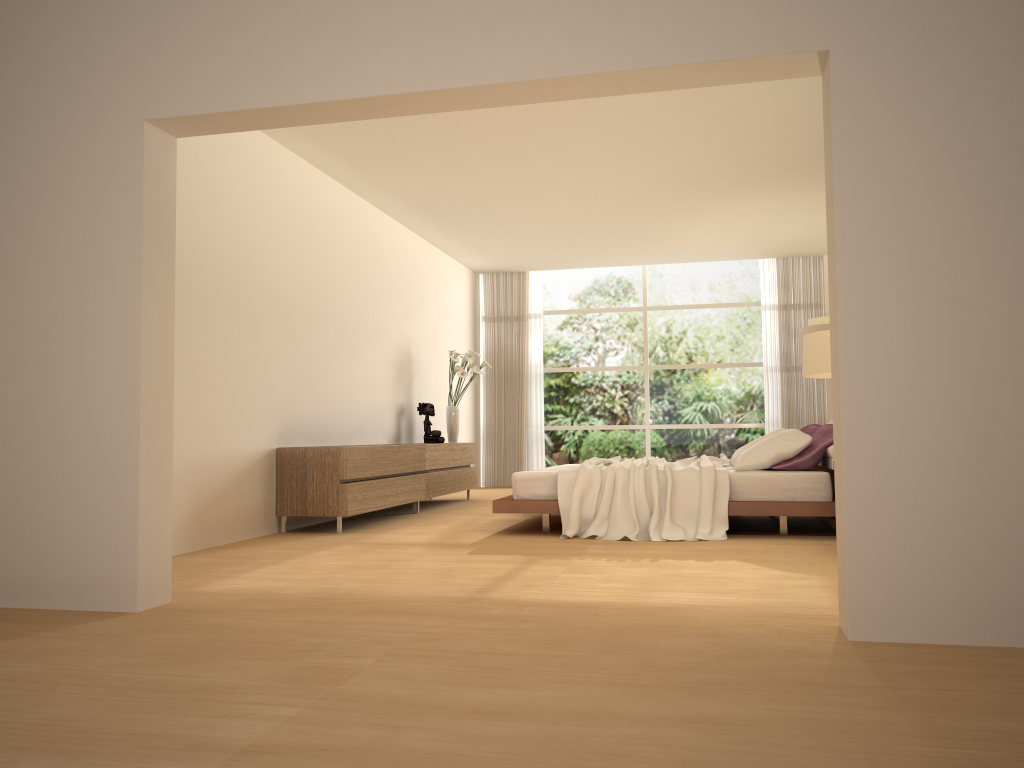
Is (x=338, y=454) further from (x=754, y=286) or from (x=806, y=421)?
(x=754, y=286)

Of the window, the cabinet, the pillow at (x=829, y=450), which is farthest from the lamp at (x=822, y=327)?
the cabinet

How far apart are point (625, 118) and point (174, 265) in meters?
3.8

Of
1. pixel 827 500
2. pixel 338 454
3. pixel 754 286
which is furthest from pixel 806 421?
pixel 338 454

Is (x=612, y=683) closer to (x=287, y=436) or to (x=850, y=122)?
(x=850, y=122)

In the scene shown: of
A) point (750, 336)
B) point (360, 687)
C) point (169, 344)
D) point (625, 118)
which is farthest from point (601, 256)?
point (360, 687)

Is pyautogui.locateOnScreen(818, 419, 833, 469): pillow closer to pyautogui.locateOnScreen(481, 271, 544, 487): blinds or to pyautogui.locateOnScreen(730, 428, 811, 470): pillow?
pyautogui.locateOnScreen(730, 428, 811, 470): pillow

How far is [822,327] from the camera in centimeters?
973cm

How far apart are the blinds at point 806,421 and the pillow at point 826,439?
4.5 meters

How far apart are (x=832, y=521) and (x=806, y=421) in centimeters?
567cm
